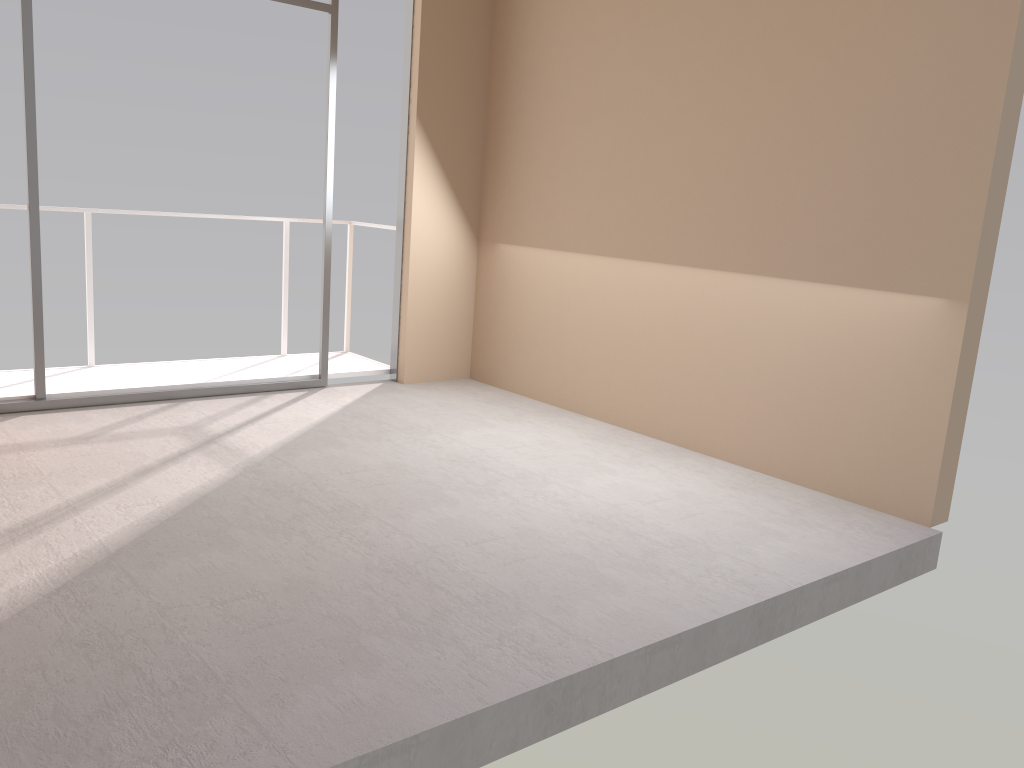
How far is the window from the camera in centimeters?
457cm

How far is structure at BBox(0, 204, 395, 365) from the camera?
5.6m

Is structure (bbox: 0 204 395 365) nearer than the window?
No

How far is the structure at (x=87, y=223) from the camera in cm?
556

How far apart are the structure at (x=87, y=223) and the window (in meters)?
0.77

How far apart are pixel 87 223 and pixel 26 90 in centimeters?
112cm

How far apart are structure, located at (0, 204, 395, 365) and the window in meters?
0.8 m

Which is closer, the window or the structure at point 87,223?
the window

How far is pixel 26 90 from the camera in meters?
4.6
